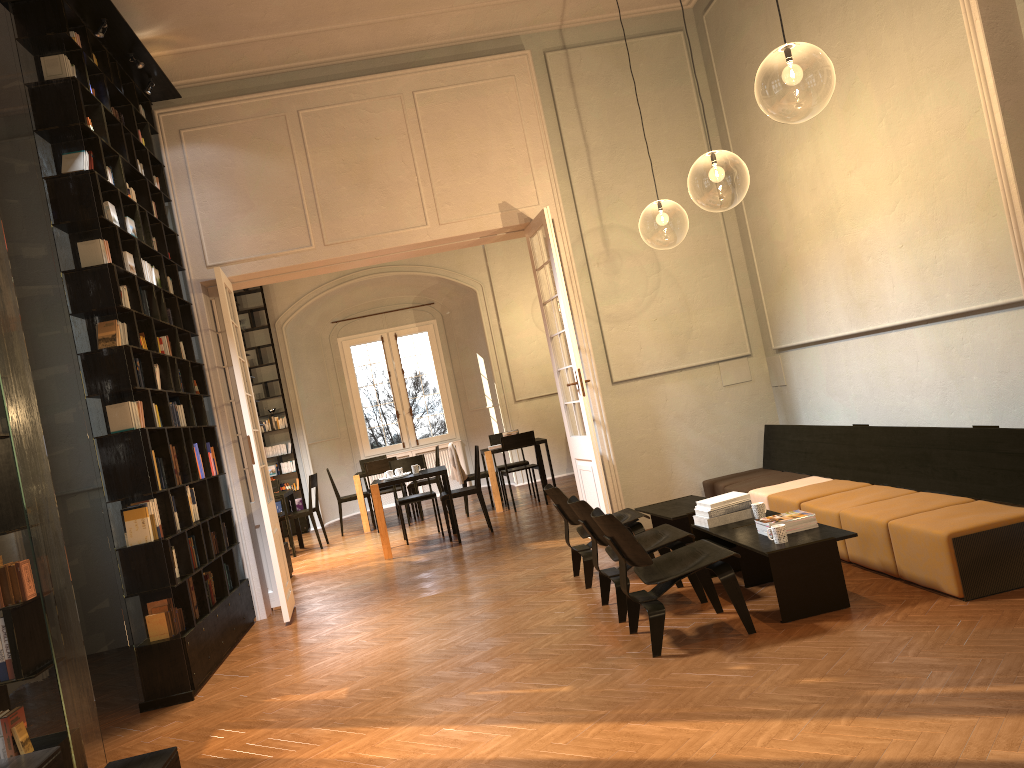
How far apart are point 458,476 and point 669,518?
6.3m

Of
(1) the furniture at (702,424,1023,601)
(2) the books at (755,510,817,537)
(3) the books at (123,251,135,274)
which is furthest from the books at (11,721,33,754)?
(1) the furniture at (702,424,1023,601)

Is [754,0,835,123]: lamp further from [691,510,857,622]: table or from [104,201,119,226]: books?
[104,201,119,226]: books

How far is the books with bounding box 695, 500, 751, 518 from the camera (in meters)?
6.14

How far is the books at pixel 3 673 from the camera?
4.0 meters

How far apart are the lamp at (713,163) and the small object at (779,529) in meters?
4.2

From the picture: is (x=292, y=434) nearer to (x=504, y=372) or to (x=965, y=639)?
(x=504, y=372)

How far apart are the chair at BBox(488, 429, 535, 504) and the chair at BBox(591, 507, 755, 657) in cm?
825

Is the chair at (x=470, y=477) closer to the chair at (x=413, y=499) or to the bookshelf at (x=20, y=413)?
the chair at (x=413, y=499)

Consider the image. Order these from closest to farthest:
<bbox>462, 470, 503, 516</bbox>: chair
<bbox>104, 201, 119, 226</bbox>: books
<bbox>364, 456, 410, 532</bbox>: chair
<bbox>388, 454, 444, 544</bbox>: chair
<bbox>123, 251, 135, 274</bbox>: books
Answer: <bbox>104, 201, 119, 226</bbox>: books < <bbox>123, 251, 135, 274</bbox>: books < <bbox>388, 454, 444, 544</bbox>: chair < <bbox>462, 470, 503, 516</bbox>: chair < <bbox>364, 456, 410, 532</bbox>: chair
